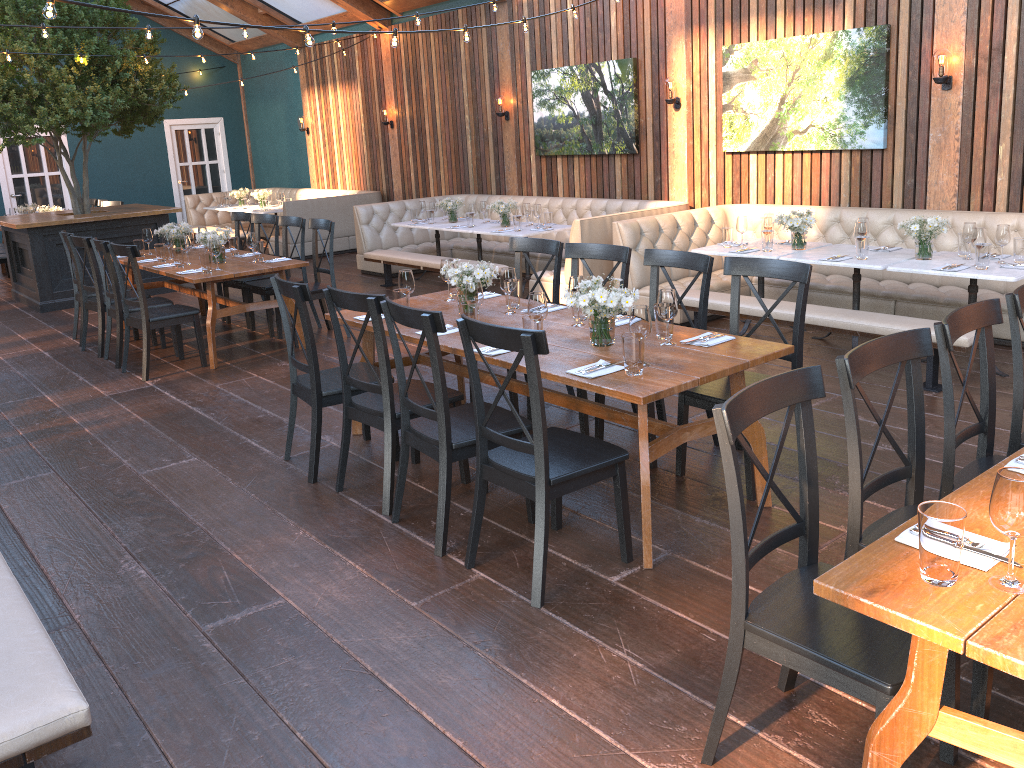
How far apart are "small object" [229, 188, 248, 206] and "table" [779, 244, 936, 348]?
10.67m

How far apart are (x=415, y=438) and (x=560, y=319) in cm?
110

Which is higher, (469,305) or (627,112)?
(627,112)

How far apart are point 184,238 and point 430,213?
3.28m

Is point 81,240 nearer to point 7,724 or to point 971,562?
point 7,724

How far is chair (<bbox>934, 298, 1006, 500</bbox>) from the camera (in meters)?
Answer: 2.86

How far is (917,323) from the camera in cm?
537

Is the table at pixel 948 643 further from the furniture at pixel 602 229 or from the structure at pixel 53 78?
the structure at pixel 53 78

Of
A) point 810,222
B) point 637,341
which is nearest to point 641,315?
point 637,341

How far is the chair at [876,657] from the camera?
2.1m
